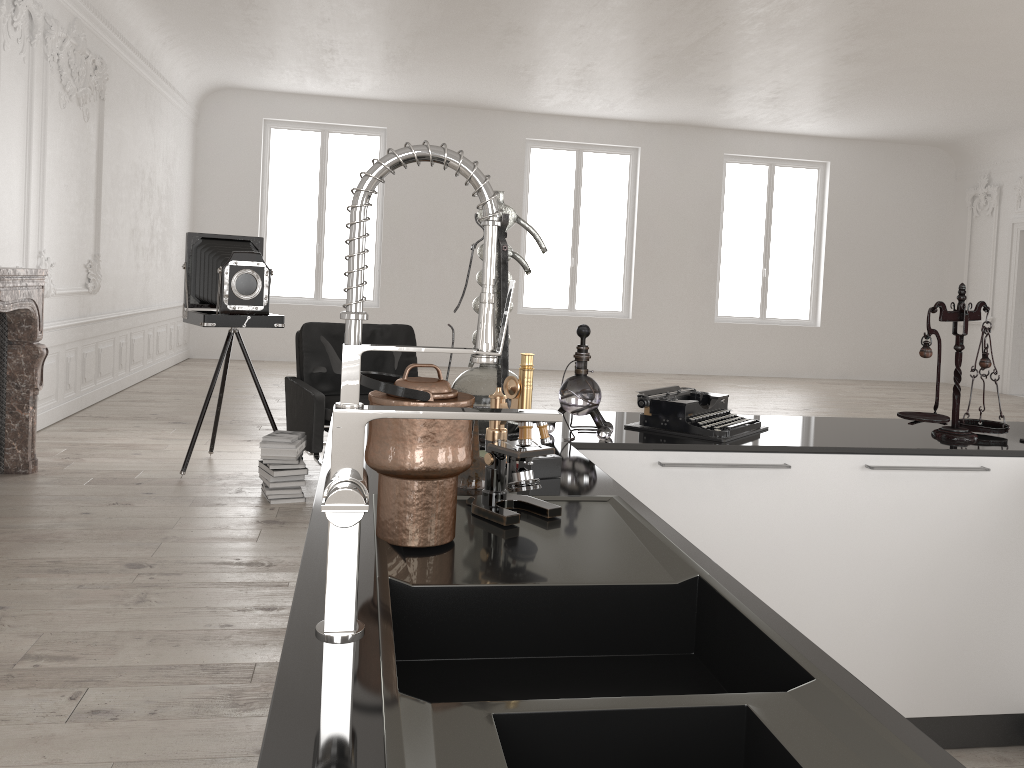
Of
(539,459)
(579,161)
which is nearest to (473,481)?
(539,459)

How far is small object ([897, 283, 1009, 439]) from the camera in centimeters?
265cm

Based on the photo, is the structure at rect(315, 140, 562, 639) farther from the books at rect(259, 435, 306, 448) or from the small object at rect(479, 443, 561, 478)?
the books at rect(259, 435, 306, 448)

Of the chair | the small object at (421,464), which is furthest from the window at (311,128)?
the small object at (421,464)

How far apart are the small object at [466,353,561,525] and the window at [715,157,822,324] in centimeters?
1301cm

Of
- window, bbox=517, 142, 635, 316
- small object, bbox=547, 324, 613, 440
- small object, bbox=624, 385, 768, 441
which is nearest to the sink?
small object, bbox=547, 324, 613, 440

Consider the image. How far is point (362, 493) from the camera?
1.0m

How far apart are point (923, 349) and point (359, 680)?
2.2m

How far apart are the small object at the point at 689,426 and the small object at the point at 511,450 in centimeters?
100cm

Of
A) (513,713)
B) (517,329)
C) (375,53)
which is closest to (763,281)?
(517,329)
